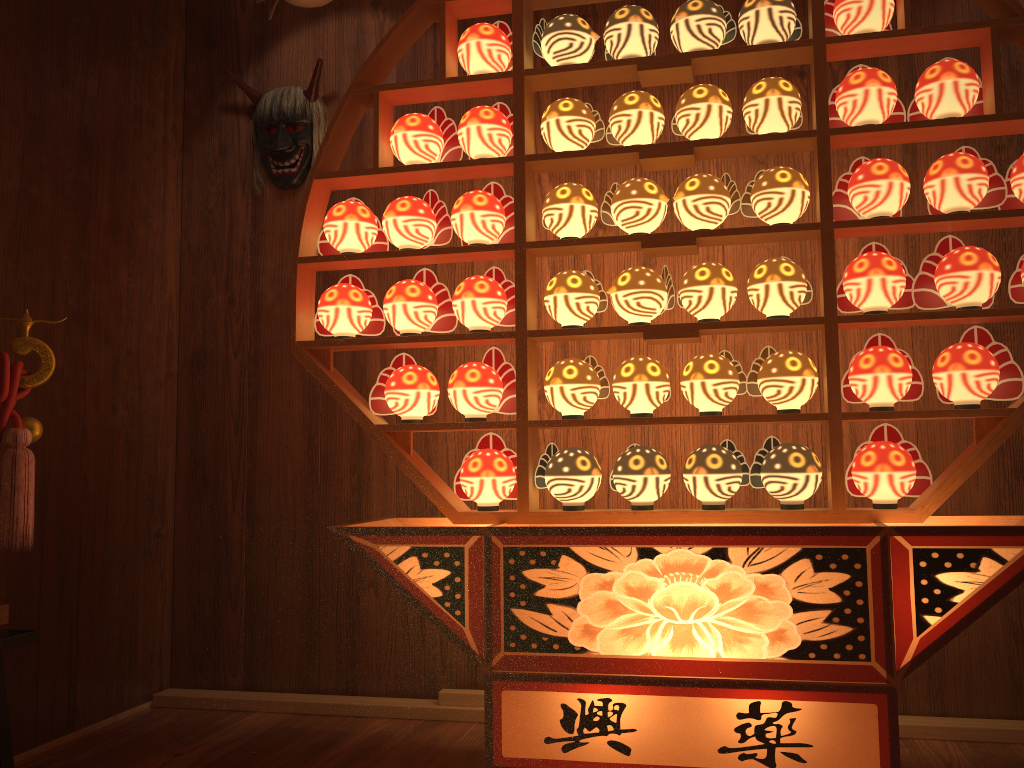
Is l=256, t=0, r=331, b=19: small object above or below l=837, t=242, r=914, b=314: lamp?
above

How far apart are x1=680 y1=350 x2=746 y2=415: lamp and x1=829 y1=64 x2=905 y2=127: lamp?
0.60m

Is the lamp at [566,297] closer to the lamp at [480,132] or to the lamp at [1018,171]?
the lamp at [480,132]

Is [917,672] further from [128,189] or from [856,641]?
[128,189]

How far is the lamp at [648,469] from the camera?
2.0m

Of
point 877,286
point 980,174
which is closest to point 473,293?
point 877,286

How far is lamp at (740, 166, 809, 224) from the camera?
2.02m

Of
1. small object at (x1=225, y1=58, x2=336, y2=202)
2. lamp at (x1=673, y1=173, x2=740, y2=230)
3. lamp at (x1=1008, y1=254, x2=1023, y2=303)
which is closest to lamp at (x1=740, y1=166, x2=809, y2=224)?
lamp at (x1=673, y1=173, x2=740, y2=230)

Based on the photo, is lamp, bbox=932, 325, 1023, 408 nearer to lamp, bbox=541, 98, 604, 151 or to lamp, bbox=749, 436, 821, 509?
lamp, bbox=749, 436, 821, 509

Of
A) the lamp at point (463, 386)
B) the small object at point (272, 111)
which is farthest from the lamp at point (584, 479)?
the small object at point (272, 111)
